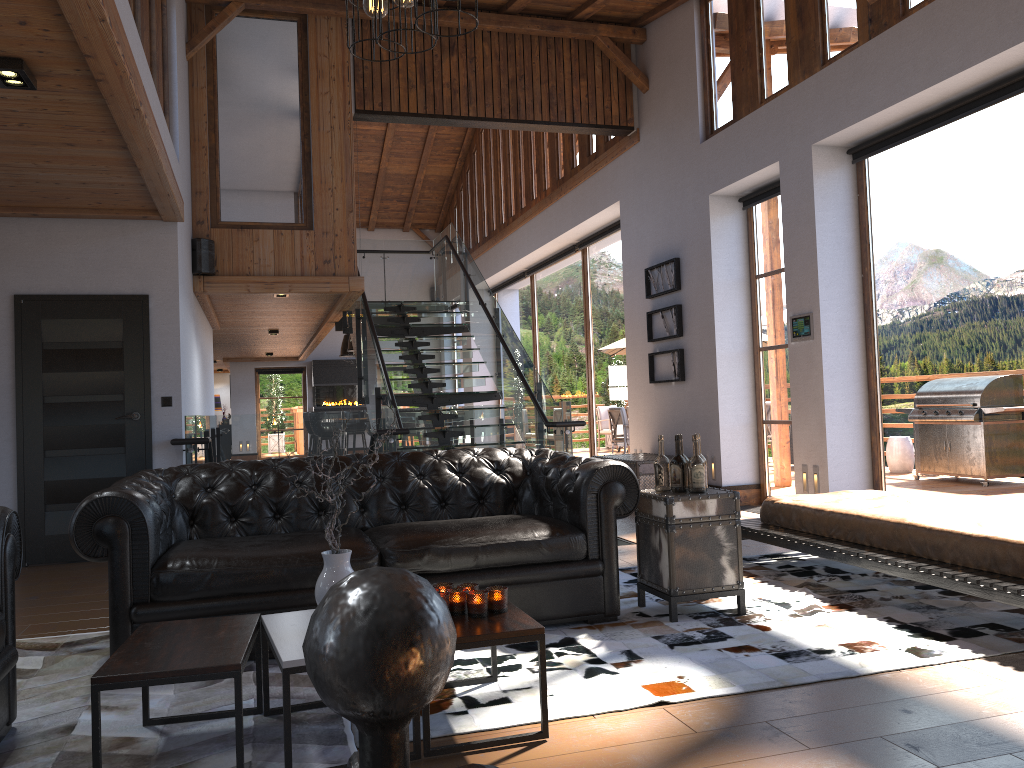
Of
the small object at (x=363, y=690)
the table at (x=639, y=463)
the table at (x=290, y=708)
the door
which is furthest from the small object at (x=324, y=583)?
the table at (x=639, y=463)

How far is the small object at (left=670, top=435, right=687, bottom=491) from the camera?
4.4 meters

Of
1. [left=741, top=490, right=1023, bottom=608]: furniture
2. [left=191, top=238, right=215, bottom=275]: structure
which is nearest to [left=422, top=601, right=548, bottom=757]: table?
[left=741, top=490, right=1023, bottom=608]: furniture

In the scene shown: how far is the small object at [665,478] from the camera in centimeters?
448cm

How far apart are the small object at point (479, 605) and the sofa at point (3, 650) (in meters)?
1.43

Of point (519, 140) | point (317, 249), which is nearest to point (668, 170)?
point (317, 249)

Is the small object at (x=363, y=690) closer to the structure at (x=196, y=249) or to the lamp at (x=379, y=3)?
the lamp at (x=379, y=3)

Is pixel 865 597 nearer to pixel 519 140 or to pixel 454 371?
pixel 454 371

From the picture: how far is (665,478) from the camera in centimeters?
448cm

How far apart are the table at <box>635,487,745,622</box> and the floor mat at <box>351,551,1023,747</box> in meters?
0.0
